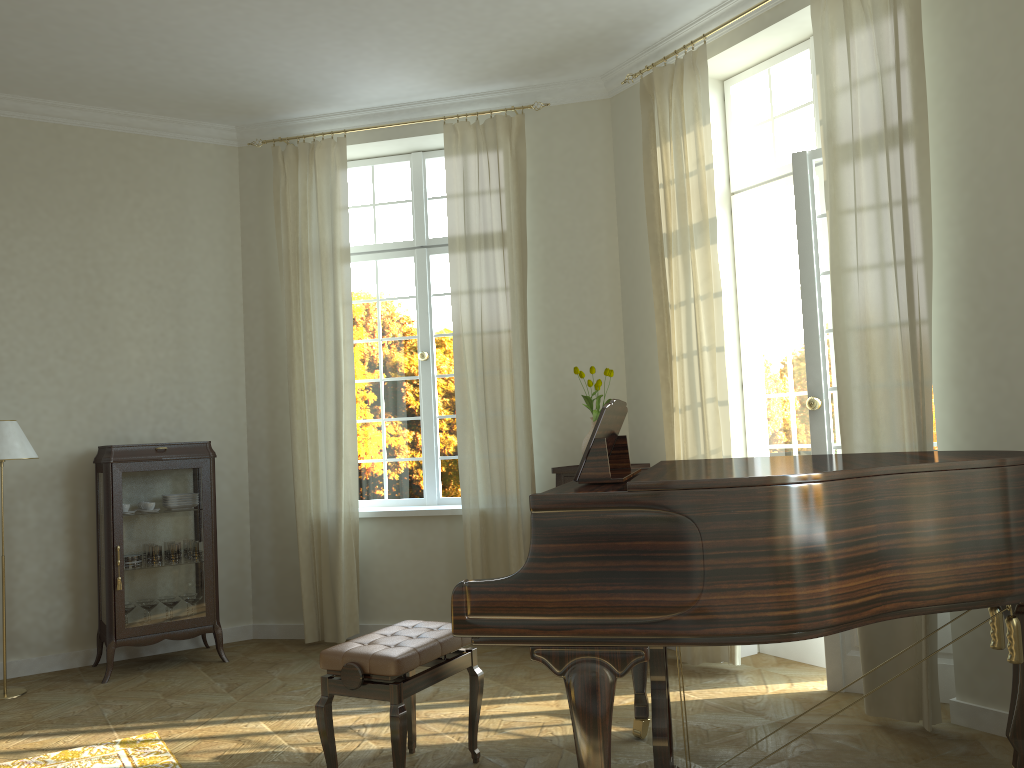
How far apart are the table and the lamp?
3.02m

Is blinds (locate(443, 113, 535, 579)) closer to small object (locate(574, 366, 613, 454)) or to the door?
small object (locate(574, 366, 613, 454))

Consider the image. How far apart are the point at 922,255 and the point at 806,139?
1.4 meters

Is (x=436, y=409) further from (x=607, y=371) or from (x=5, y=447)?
(x=5, y=447)

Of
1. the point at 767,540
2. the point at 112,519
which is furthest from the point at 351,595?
the point at 767,540

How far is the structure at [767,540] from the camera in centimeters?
242cm

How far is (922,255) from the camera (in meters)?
3.74

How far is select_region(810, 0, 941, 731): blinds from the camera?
3.7 meters

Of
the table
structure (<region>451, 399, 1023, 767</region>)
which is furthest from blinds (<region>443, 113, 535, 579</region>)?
structure (<region>451, 399, 1023, 767</region>)

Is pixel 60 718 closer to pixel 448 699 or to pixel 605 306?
pixel 448 699
